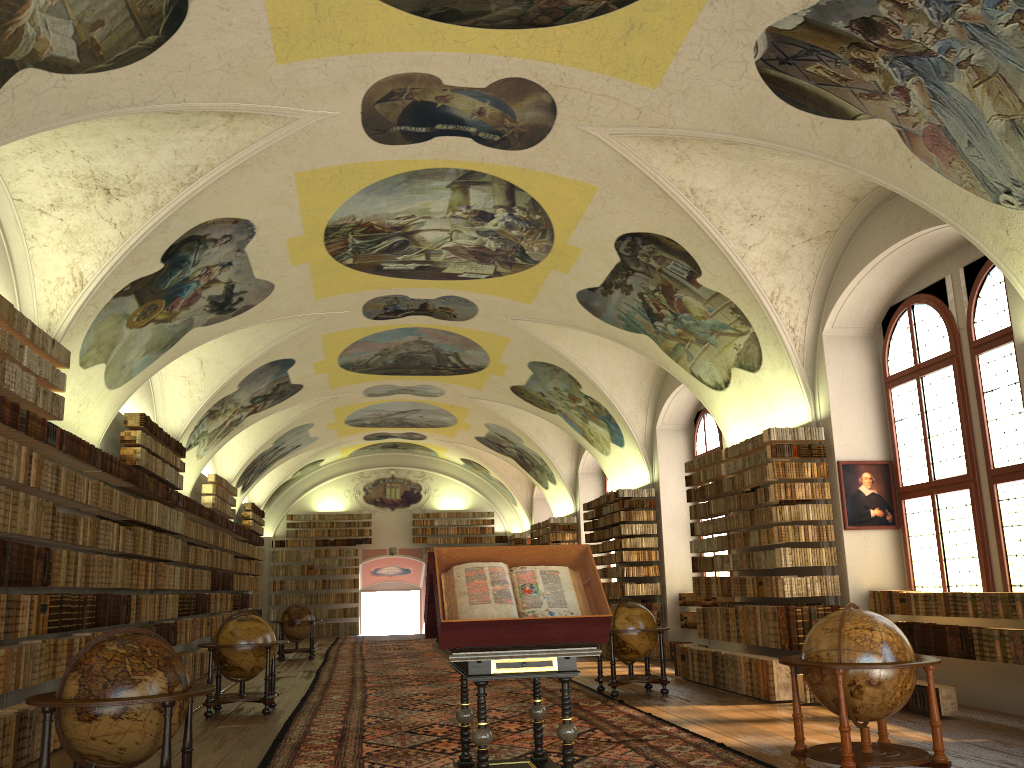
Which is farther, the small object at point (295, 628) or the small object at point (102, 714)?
the small object at point (295, 628)

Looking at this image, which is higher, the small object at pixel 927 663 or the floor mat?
the small object at pixel 927 663

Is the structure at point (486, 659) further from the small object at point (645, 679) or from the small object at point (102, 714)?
the small object at point (645, 679)

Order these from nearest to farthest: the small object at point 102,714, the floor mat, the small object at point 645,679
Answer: the small object at point 102,714
the floor mat
the small object at point 645,679

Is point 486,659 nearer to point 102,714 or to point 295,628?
point 102,714

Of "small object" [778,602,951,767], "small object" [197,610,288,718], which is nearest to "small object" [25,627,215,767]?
"small object" [778,602,951,767]

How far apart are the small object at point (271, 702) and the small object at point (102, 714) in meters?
5.7

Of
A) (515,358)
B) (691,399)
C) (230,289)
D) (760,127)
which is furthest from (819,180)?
(515,358)

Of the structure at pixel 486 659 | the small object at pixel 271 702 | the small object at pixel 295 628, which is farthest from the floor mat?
the structure at pixel 486 659

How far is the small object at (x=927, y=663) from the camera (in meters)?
6.92
